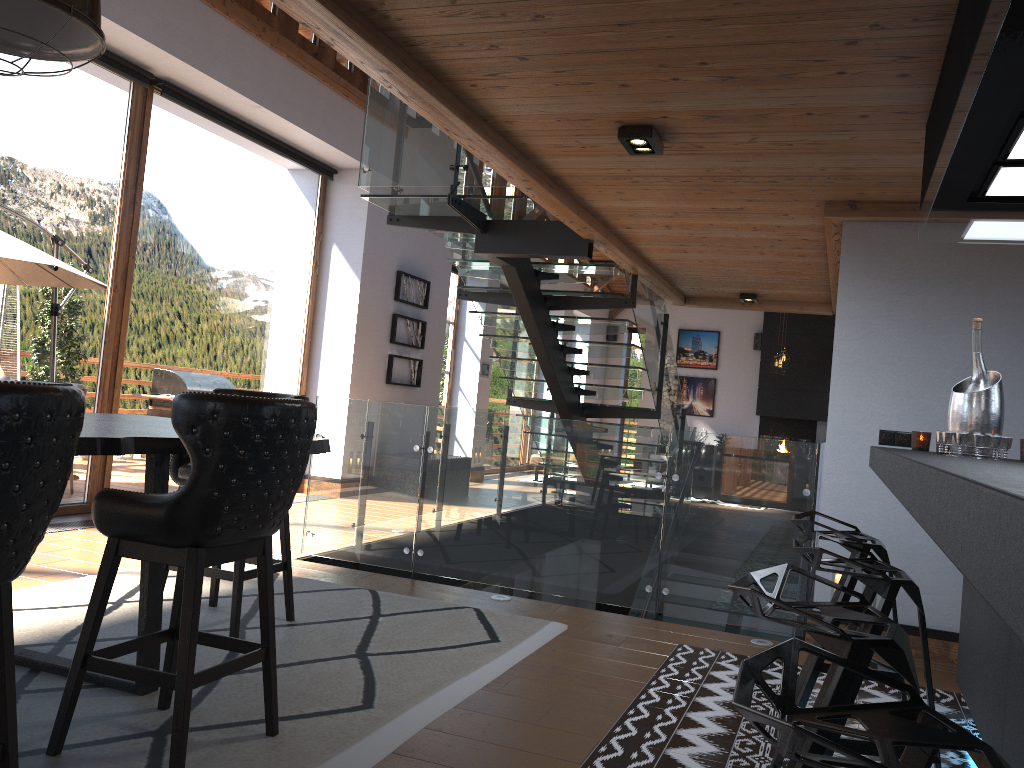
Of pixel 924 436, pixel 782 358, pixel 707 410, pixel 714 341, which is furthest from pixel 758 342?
pixel 924 436

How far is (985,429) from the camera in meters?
2.8

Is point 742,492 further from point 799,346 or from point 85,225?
point 799,346

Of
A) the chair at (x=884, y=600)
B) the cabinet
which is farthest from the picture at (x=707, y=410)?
the chair at (x=884, y=600)

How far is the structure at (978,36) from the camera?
1.9m

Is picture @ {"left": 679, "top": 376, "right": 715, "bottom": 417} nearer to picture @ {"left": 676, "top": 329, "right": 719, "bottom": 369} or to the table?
picture @ {"left": 676, "top": 329, "right": 719, "bottom": 369}

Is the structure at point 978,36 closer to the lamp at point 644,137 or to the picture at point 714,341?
the lamp at point 644,137

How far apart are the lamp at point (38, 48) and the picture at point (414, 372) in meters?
7.2 m

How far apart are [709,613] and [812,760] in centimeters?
416cm

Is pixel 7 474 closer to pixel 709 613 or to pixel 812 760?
pixel 812 760
